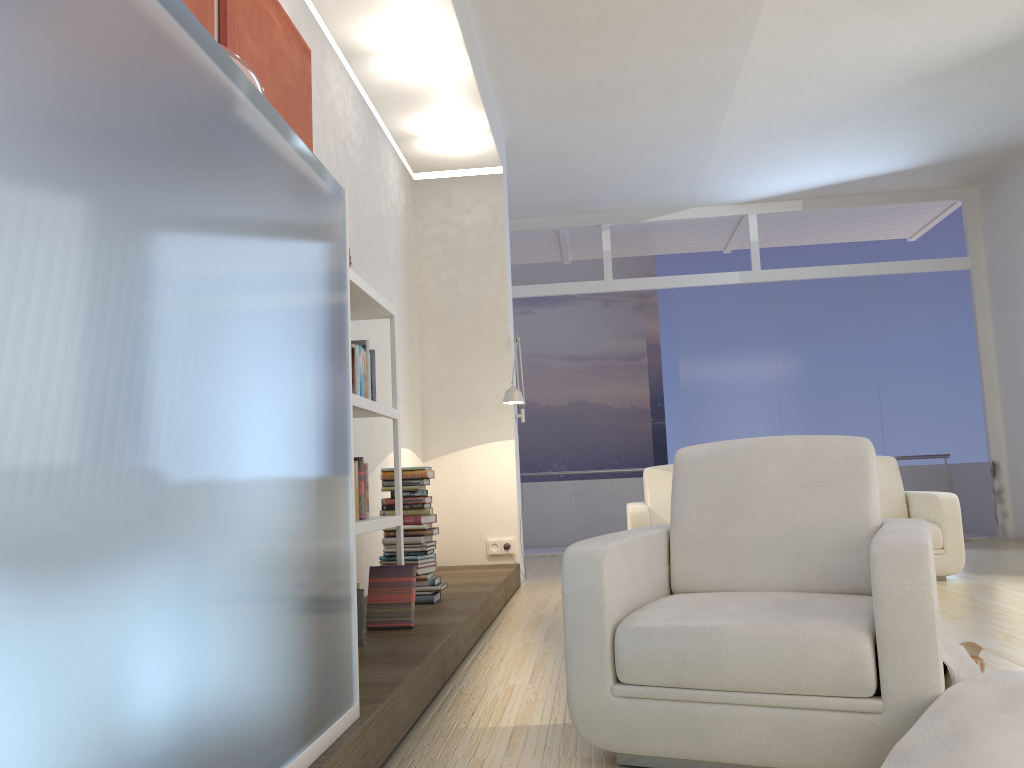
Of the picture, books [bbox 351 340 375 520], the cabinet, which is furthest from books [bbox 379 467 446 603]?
the cabinet

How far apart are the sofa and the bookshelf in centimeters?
253cm

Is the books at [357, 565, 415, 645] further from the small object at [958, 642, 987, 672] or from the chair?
the small object at [958, 642, 987, 672]

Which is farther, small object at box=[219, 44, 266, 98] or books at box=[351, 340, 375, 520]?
books at box=[351, 340, 375, 520]

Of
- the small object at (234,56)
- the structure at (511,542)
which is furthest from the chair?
the structure at (511,542)

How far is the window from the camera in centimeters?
892cm

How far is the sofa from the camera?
5.80m

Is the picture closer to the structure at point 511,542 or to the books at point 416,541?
the books at point 416,541

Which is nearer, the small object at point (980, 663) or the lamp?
the small object at point (980, 663)

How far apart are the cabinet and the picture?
1.2 meters
